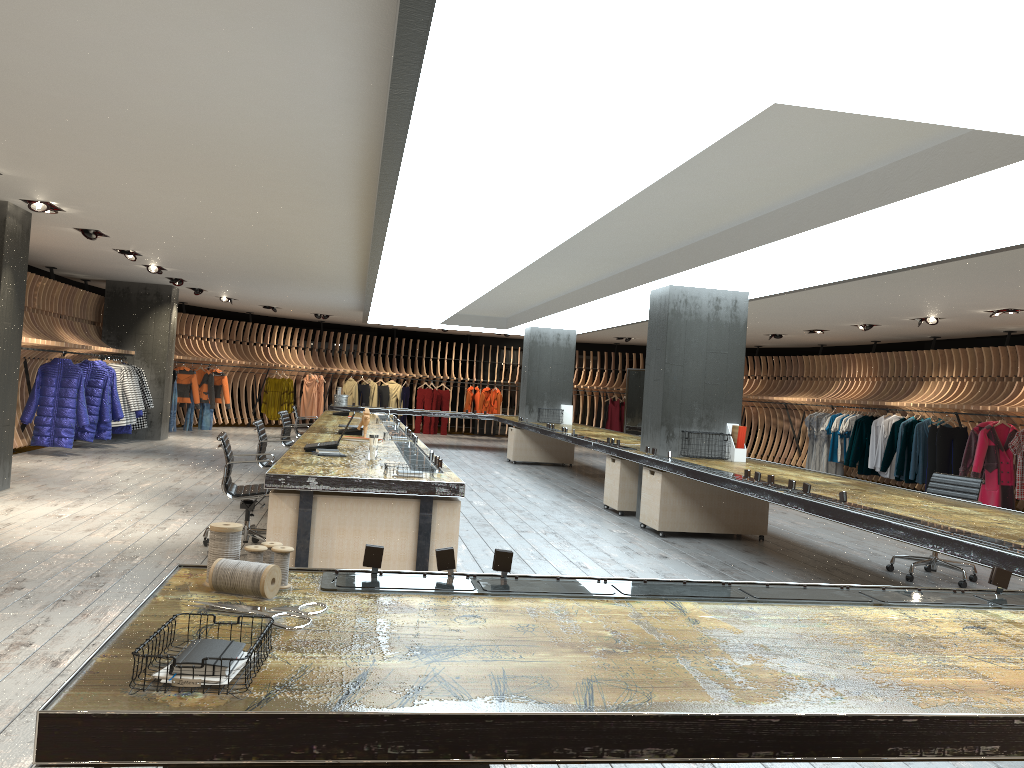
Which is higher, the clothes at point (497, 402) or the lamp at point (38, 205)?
the lamp at point (38, 205)

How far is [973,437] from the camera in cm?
1294

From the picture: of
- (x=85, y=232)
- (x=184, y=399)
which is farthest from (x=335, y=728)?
(x=184, y=399)

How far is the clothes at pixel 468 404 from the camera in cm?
2348

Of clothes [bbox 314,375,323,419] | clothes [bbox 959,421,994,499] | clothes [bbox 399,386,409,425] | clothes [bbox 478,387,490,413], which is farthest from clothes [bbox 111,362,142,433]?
clothes [bbox 959,421,994,499]

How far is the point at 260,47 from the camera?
3.9 meters

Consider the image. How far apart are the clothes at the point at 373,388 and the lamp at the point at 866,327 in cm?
1245

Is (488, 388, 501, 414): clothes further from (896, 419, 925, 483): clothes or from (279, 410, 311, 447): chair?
(279, 410, 311, 447): chair

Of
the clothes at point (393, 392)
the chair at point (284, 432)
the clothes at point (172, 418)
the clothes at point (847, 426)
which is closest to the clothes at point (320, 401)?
the clothes at point (393, 392)

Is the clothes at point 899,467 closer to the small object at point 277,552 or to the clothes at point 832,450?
the clothes at point 832,450
